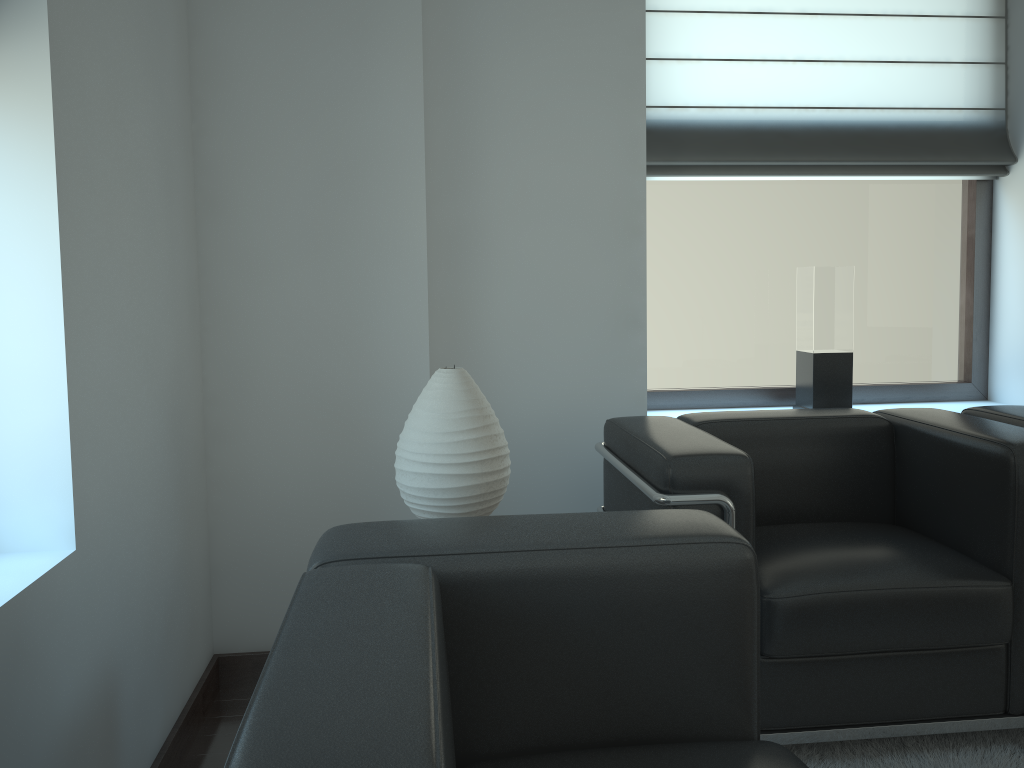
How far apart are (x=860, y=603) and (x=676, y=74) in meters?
2.9

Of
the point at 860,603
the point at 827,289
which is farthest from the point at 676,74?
the point at 860,603

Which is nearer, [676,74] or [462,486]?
[462,486]

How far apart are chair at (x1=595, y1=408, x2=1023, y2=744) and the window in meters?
1.0

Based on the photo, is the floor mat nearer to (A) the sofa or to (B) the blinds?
(A) the sofa

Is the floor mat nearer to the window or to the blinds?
the window

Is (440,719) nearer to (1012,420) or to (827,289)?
(1012,420)

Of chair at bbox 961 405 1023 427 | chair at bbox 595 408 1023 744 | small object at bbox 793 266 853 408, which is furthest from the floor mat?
small object at bbox 793 266 853 408

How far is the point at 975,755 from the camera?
3.2 meters

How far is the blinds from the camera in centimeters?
466cm
